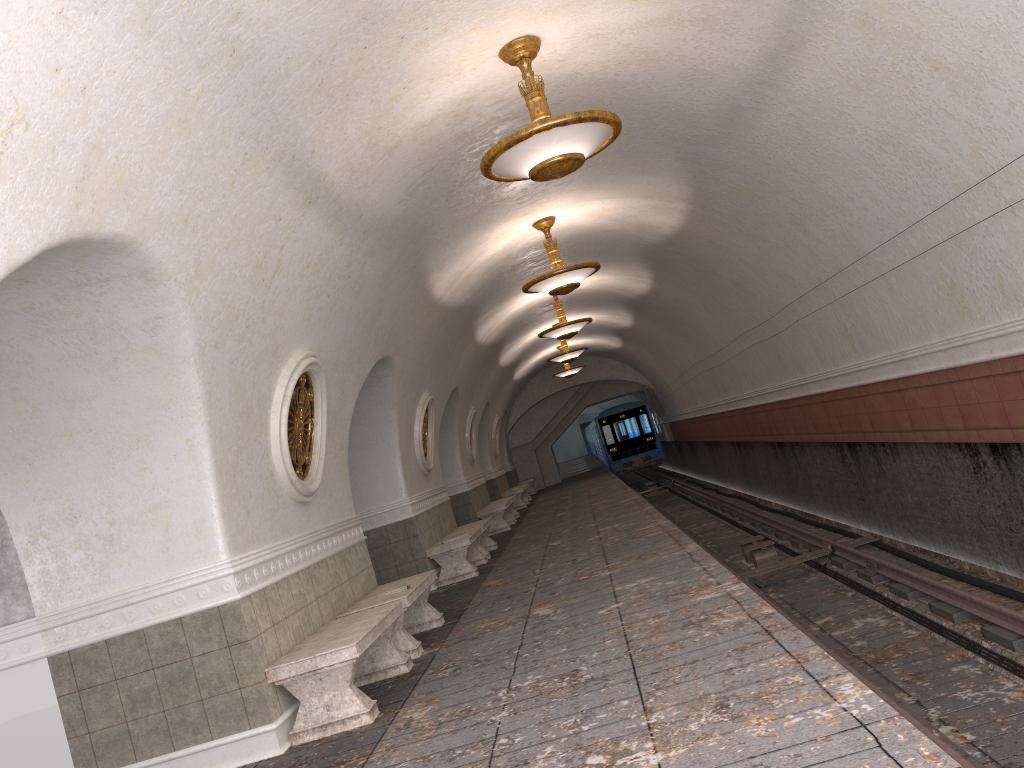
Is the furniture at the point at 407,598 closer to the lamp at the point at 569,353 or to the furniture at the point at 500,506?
the furniture at the point at 500,506

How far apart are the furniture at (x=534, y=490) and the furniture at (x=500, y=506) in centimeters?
1097cm

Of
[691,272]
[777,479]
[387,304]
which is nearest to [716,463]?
[777,479]

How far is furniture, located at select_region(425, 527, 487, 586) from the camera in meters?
11.5 m

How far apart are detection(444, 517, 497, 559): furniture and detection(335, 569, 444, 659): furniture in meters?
4.6

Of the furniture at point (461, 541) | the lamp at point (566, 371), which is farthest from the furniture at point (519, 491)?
the furniture at point (461, 541)

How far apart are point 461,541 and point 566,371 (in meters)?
13.82

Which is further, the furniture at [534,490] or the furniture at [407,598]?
the furniture at [534,490]

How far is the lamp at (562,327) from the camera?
15.30m

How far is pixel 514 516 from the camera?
20.4m
